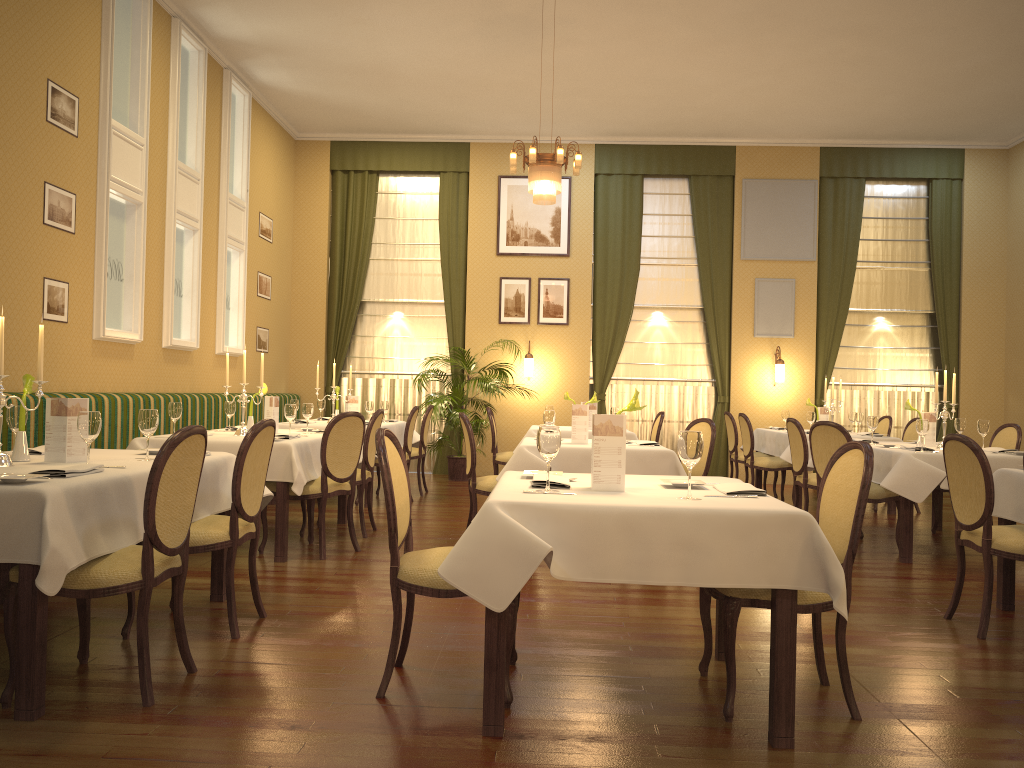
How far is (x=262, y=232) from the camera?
10.60m

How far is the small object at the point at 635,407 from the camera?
3.3m

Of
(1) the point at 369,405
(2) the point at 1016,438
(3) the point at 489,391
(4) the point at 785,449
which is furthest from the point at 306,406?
(2) the point at 1016,438

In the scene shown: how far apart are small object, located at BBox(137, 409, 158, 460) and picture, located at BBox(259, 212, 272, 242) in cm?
705

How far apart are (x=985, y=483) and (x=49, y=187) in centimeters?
603cm

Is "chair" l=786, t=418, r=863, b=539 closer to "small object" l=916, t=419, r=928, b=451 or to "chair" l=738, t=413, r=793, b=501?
"small object" l=916, t=419, r=928, b=451

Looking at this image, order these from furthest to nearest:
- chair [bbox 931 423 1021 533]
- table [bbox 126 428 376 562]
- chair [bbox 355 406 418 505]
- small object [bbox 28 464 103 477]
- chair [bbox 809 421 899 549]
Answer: chair [bbox 355 406 418 505], chair [bbox 931 423 1021 533], chair [bbox 809 421 899 549], table [bbox 126 428 376 562], small object [bbox 28 464 103 477]

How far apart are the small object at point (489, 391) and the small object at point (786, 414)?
3.3 meters

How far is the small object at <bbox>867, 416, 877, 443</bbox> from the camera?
7.18m

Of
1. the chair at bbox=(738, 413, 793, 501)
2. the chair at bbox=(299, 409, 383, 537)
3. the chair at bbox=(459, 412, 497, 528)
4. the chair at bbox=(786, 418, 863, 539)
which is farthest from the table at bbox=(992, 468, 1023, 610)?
the chair at bbox=(738, 413, 793, 501)
